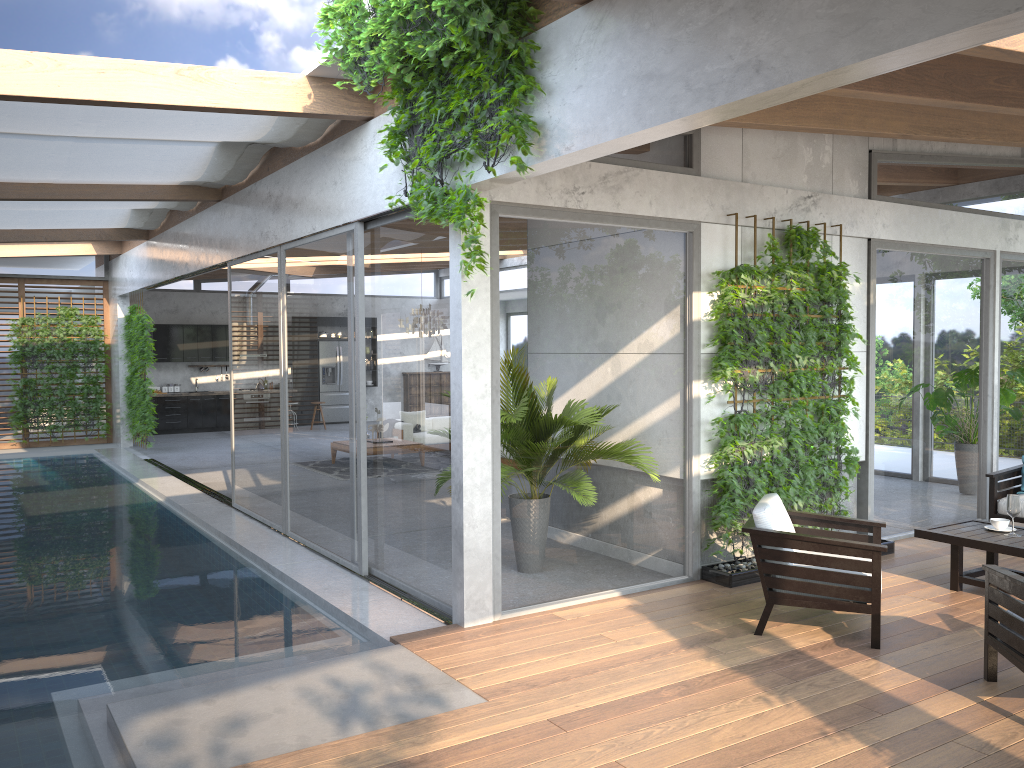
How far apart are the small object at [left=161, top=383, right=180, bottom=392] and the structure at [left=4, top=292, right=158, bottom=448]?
2.3m

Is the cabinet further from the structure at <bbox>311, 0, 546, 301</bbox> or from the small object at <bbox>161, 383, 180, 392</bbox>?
the structure at <bbox>311, 0, 546, 301</bbox>

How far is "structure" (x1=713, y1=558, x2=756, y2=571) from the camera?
6.6 meters

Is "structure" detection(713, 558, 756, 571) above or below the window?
below

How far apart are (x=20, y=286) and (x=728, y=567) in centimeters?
1442cm

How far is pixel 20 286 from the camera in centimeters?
1598cm

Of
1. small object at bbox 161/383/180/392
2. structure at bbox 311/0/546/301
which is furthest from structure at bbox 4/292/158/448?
structure at bbox 311/0/546/301

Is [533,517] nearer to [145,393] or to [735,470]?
[735,470]

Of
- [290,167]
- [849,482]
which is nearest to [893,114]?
[849,482]

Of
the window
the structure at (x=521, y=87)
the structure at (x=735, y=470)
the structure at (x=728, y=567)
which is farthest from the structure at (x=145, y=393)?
the structure at (x=728, y=567)
